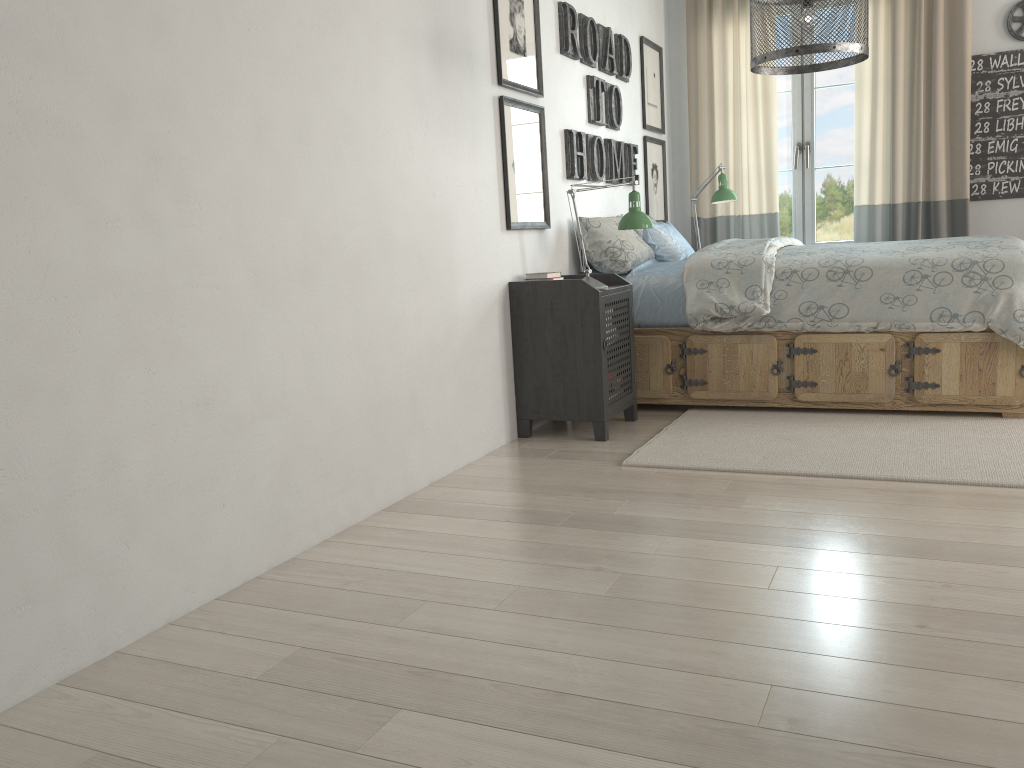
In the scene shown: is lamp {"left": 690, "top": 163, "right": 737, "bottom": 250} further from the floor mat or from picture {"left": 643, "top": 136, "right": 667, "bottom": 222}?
the floor mat

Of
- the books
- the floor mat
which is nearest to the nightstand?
the books

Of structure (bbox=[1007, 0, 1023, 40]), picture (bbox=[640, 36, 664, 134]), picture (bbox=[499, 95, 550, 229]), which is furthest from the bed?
structure (bbox=[1007, 0, 1023, 40])

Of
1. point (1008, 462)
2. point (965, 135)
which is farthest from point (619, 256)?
point (965, 135)

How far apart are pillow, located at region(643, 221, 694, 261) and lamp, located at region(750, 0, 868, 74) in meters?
1.3

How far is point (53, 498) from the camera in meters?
1.7 m

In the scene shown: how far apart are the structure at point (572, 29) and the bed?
0.5m

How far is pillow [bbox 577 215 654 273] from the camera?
4.09m

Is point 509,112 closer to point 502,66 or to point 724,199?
point 502,66

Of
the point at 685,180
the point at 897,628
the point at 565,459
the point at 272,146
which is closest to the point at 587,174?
the point at 685,180
